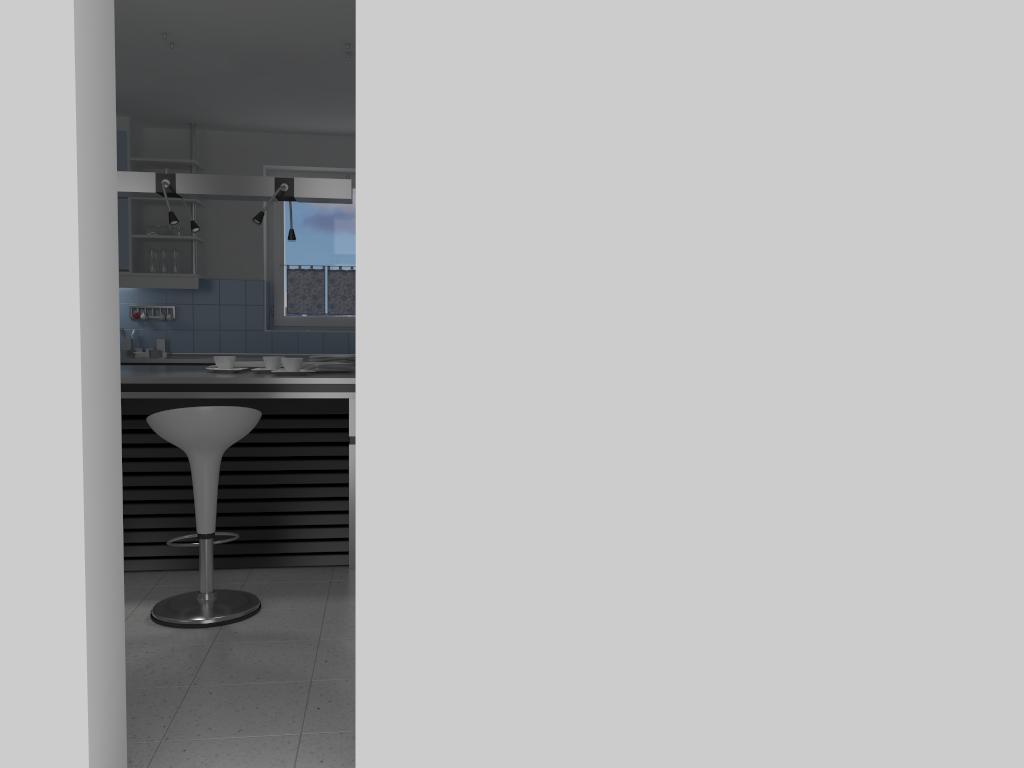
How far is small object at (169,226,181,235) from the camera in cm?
664

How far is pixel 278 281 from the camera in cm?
726

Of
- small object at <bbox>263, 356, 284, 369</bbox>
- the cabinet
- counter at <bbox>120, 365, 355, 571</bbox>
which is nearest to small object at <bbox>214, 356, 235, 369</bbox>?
counter at <bbox>120, 365, 355, 571</bbox>

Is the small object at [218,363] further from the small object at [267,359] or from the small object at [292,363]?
the small object at [292,363]

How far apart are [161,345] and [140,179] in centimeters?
249cm

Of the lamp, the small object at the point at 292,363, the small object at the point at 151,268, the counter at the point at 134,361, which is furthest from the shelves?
the small object at the point at 292,363

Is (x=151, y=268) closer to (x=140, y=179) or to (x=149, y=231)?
(x=149, y=231)

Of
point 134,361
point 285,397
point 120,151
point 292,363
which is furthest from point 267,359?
point 120,151

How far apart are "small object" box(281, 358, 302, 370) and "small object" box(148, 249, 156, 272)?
2.7 meters

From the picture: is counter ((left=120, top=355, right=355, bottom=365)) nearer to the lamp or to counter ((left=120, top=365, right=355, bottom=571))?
counter ((left=120, top=365, right=355, bottom=571))
